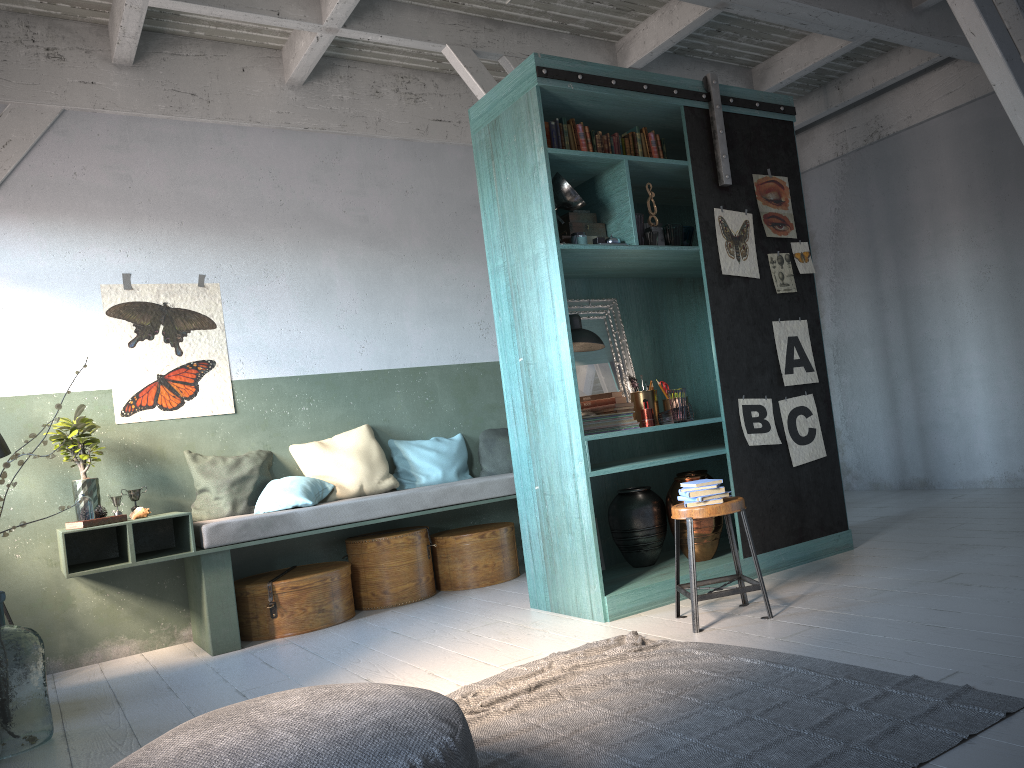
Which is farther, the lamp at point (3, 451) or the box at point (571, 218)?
the lamp at point (3, 451)

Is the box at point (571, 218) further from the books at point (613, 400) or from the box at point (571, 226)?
the books at point (613, 400)

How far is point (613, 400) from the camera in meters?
5.6

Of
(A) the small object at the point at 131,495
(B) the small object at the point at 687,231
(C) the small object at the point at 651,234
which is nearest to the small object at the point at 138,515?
(A) the small object at the point at 131,495

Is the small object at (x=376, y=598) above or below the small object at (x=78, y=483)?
below

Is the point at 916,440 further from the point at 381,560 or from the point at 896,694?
the point at 896,694

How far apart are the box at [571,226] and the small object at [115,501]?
3.6m

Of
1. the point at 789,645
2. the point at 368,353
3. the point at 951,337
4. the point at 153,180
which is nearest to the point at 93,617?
the point at 368,353

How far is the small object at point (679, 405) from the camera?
5.47m

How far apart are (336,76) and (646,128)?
3.1 meters
